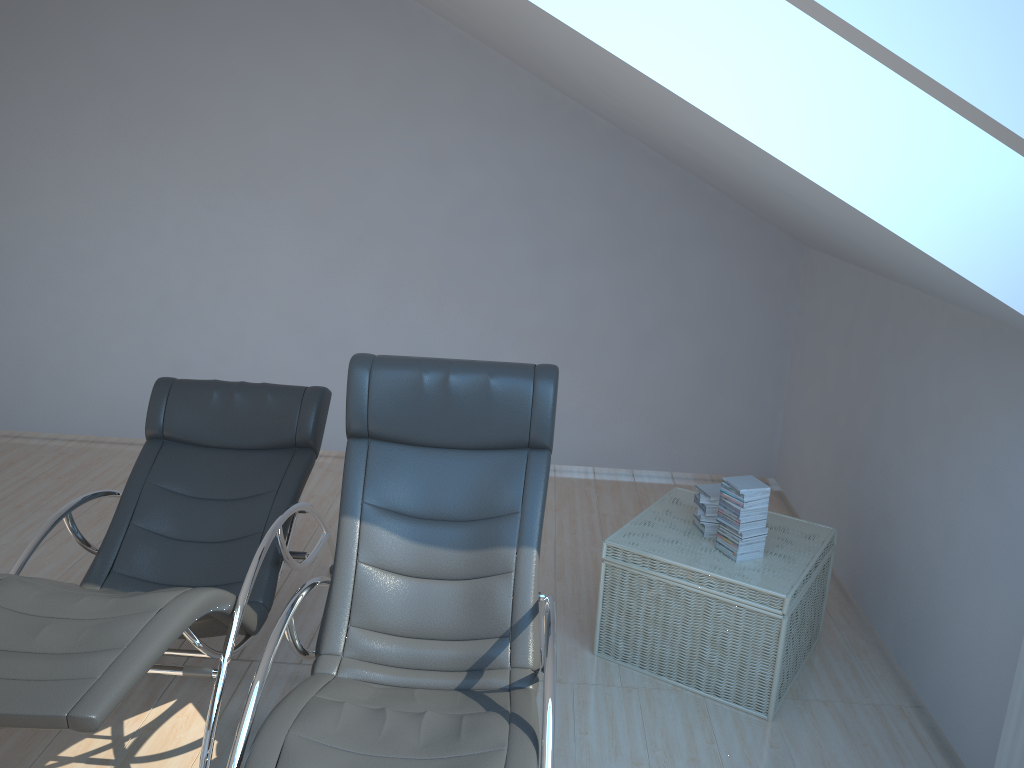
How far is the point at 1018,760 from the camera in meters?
2.5

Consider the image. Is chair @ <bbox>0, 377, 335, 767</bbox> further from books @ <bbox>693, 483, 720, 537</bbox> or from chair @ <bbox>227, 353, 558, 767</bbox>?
books @ <bbox>693, 483, 720, 537</bbox>

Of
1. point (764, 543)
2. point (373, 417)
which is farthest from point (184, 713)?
point (764, 543)

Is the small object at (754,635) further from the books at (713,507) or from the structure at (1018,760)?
the structure at (1018,760)

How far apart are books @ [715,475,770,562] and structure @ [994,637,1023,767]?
1.0m

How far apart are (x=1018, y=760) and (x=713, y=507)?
1.35m

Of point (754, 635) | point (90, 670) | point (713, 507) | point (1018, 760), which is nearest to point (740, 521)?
point (713, 507)

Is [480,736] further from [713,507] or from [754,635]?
[713,507]

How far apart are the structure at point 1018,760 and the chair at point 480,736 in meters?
1.3 m

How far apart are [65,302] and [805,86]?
4.79m
